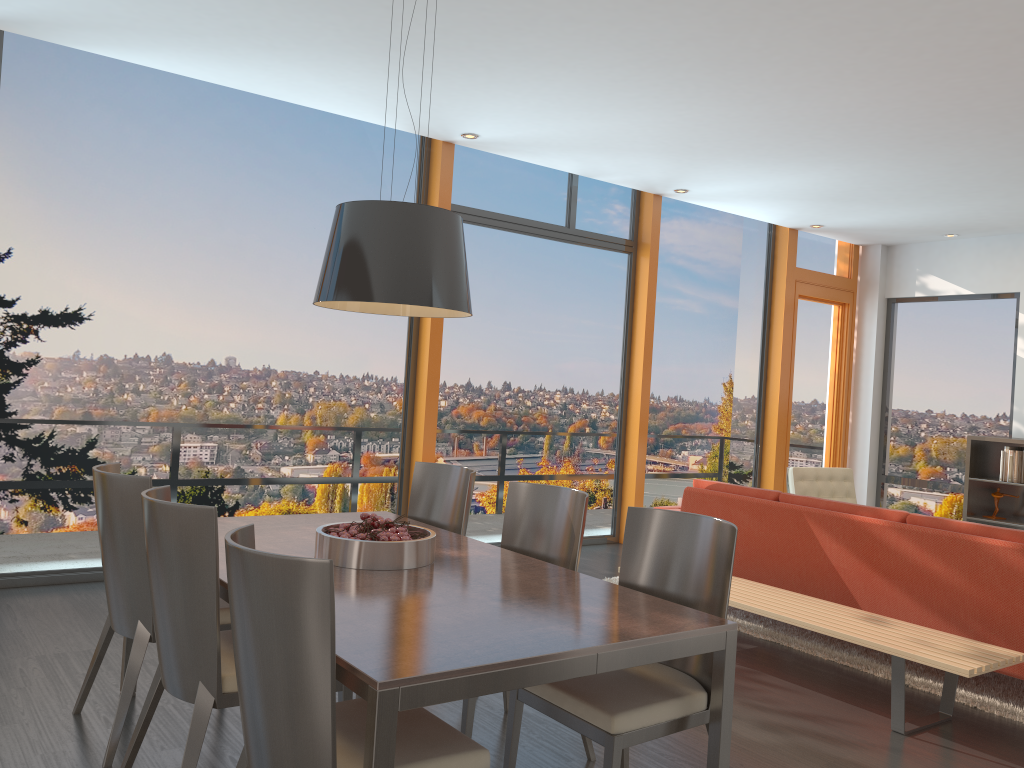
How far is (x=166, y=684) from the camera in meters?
2.6 m

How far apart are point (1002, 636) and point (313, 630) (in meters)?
3.45

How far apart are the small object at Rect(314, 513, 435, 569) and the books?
6.7 meters

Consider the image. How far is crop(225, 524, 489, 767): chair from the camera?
1.9 meters

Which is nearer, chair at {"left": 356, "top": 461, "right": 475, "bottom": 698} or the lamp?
the lamp

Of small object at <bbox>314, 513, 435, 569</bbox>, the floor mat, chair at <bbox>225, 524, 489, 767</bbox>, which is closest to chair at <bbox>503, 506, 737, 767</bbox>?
chair at <bbox>225, 524, 489, 767</bbox>

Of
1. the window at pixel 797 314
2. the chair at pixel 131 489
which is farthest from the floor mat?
the window at pixel 797 314

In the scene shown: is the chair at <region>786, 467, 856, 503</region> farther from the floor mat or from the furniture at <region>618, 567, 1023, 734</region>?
the furniture at <region>618, 567, 1023, 734</region>

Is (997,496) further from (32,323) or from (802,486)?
(32,323)

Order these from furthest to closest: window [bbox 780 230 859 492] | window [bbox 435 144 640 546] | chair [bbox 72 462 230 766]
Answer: window [bbox 780 230 859 492] < window [bbox 435 144 640 546] < chair [bbox 72 462 230 766]
